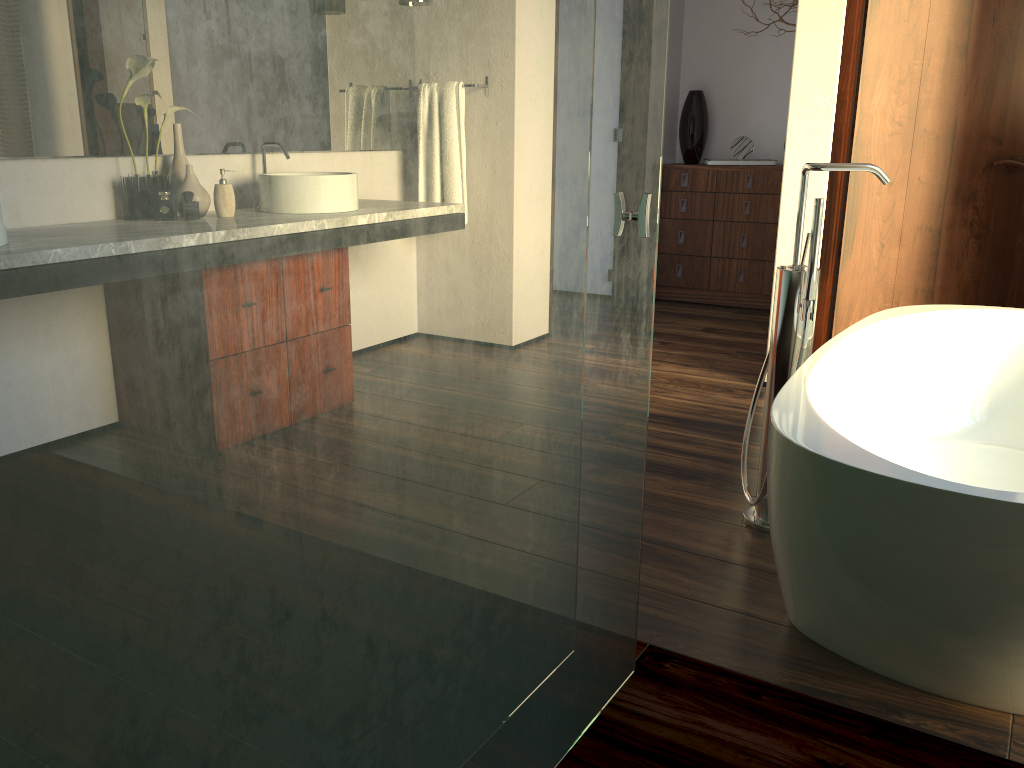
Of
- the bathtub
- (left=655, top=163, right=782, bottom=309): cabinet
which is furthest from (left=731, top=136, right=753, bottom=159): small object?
the bathtub

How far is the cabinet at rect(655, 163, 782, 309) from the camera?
5.0 meters

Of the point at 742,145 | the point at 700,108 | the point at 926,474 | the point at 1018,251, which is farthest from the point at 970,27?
the point at 926,474

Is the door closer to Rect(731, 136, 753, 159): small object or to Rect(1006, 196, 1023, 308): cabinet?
Rect(1006, 196, 1023, 308): cabinet

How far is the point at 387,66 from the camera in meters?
0.8

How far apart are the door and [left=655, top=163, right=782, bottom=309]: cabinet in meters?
1.6

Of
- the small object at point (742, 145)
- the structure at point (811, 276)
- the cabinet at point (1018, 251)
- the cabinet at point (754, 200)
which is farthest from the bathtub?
the small object at point (742, 145)

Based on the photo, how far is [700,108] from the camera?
5.19m

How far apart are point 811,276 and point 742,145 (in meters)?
3.34

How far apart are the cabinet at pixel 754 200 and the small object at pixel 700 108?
0.19m
